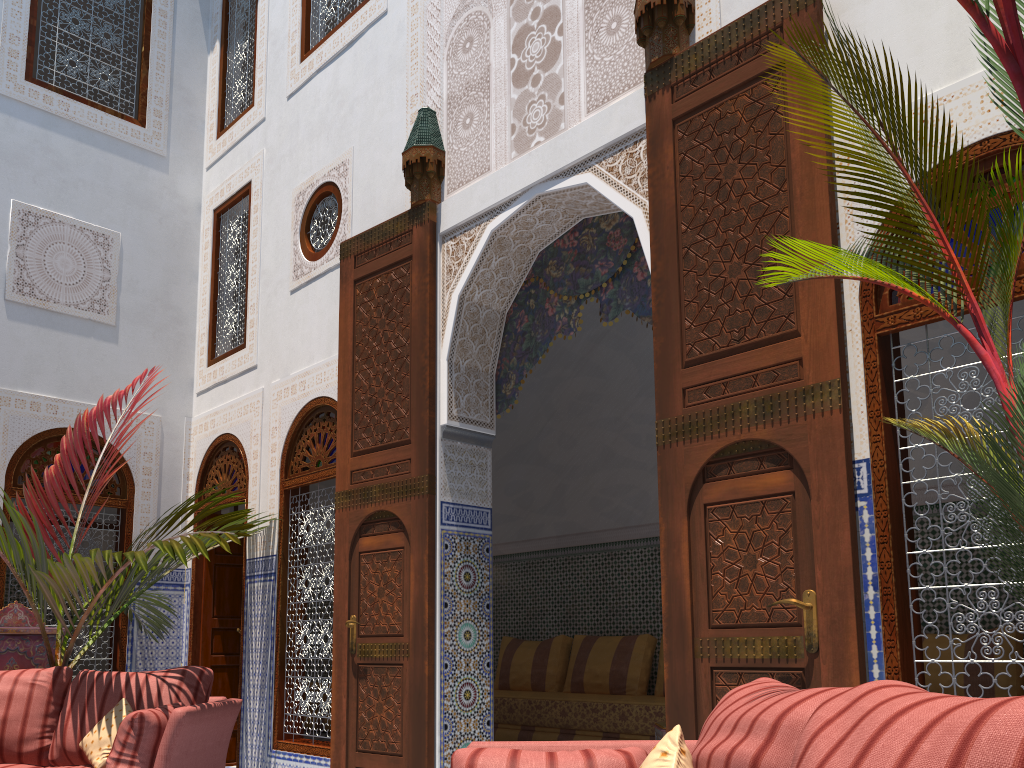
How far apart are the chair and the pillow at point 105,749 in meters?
1.5

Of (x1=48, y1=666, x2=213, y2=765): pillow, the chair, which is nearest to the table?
(x1=48, y1=666, x2=213, y2=765): pillow

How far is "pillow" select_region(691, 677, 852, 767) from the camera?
1.1m

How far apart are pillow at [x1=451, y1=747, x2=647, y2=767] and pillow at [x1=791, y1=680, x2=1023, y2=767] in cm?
60

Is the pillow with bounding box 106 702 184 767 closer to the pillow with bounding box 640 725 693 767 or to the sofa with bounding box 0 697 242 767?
the sofa with bounding box 0 697 242 767

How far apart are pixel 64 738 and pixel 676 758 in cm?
267

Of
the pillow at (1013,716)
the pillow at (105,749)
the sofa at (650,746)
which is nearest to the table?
the sofa at (650,746)

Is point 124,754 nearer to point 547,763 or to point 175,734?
point 175,734

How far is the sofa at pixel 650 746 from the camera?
1.6m

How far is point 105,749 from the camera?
2.9m
